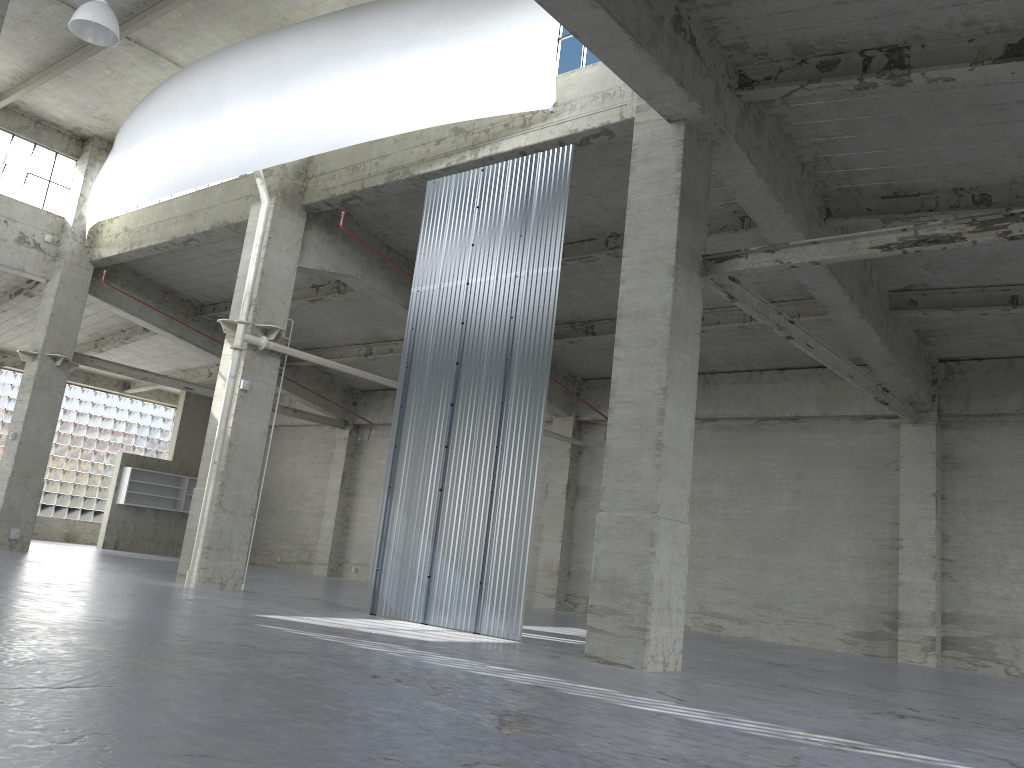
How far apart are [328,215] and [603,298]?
8.8 meters

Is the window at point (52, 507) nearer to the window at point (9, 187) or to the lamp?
the window at point (9, 187)

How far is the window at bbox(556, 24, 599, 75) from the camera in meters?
19.8 m

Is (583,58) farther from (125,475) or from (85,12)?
(125,475)

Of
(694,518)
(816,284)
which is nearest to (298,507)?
(694,518)

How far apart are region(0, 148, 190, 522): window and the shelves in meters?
5.2 m

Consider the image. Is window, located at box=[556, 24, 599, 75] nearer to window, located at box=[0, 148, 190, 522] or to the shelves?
the shelves

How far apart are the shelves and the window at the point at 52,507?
5.23m

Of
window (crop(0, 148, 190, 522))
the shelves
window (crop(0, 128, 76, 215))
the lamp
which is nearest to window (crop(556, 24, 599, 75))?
the lamp

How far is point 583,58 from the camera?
19.81m
